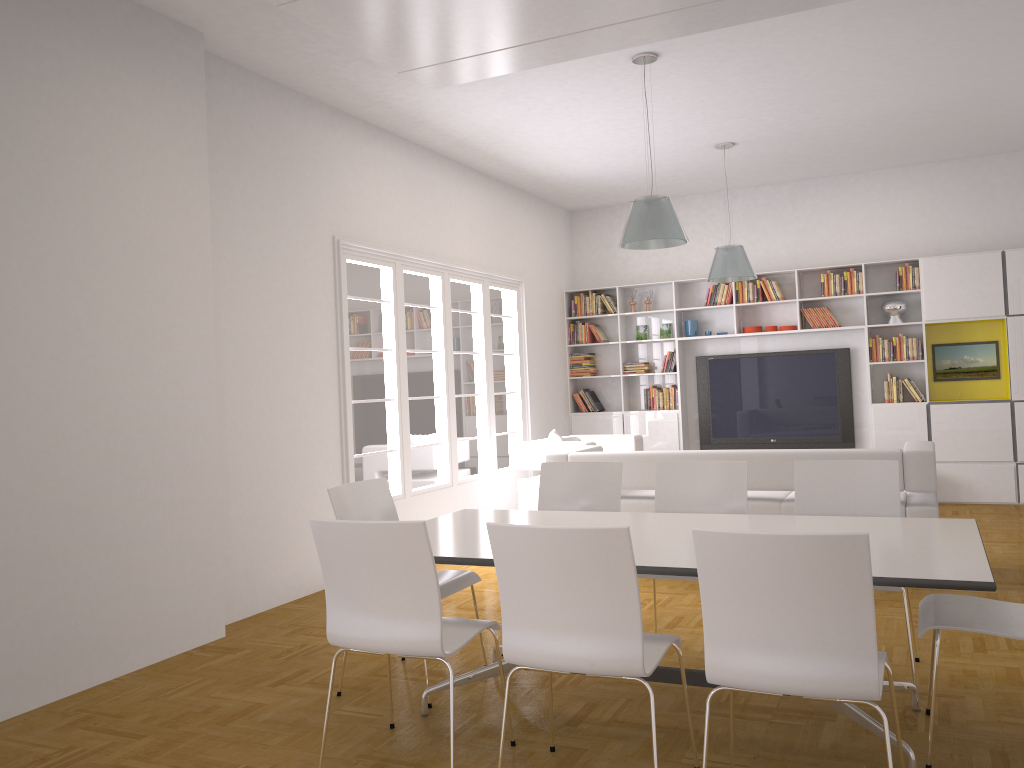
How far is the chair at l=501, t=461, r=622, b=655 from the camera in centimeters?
476cm

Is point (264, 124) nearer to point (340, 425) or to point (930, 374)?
point (340, 425)

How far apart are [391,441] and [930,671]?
4.6m

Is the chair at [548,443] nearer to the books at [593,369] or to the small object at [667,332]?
the books at [593,369]

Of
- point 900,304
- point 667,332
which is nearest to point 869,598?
point 900,304

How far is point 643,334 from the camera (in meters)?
10.46

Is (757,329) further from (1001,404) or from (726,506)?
(726,506)

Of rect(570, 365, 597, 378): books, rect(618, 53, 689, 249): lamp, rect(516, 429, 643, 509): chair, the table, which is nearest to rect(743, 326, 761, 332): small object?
rect(570, 365, 597, 378): books

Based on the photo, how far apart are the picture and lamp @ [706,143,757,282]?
2.5 meters

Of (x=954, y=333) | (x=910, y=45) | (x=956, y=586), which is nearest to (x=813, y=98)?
(x=910, y=45)
